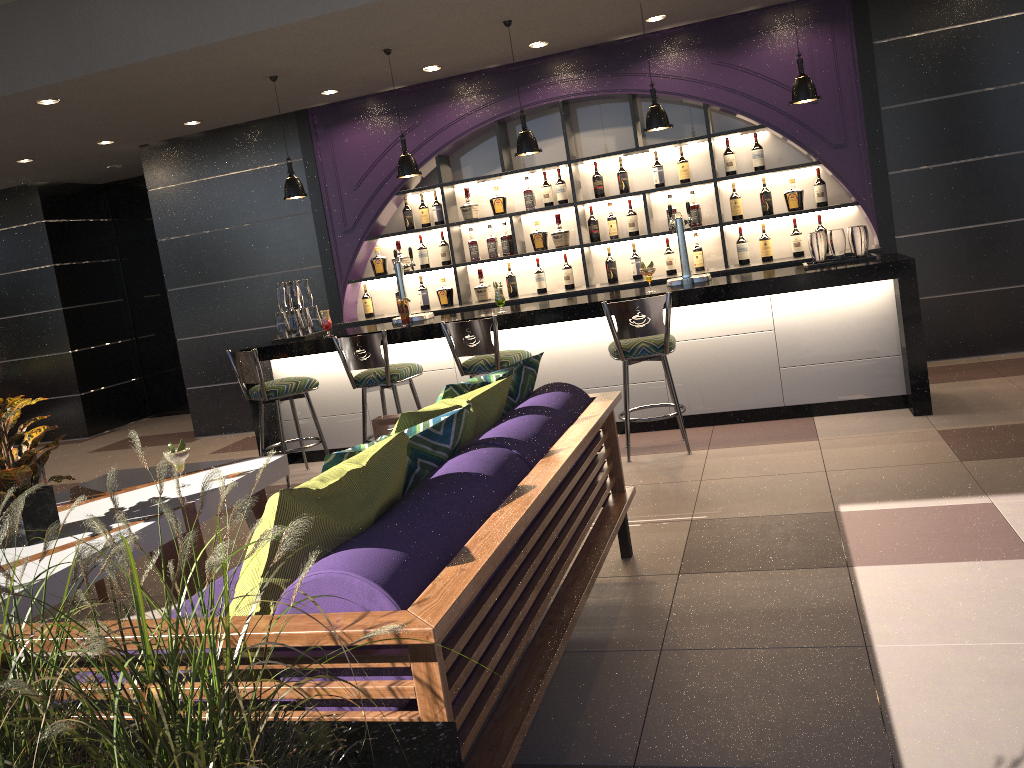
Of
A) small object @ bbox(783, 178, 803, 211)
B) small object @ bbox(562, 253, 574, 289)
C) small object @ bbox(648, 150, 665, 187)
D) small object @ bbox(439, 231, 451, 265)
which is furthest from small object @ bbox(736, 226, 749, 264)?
small object @ bbox(439, 231, 451, 265)

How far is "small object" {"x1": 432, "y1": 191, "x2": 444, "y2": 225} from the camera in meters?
7.4

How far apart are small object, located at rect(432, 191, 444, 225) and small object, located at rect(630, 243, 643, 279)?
1.7m

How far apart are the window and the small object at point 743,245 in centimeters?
659cm

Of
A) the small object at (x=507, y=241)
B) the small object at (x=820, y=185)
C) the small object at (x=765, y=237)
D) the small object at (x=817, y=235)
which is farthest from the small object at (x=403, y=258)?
the small object at (x=817, y=235)

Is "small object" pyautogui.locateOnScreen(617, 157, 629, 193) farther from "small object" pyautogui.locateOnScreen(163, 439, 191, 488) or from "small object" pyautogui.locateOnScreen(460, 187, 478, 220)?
"small object" pyautogui.locateOnScreen(163, 439, 191, 488)

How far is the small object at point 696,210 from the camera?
6.86m

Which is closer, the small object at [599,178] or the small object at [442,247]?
the small object at [599,178]

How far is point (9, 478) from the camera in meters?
3.1 m

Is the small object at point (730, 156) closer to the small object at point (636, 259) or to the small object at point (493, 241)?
the small object at point (636, 259)
